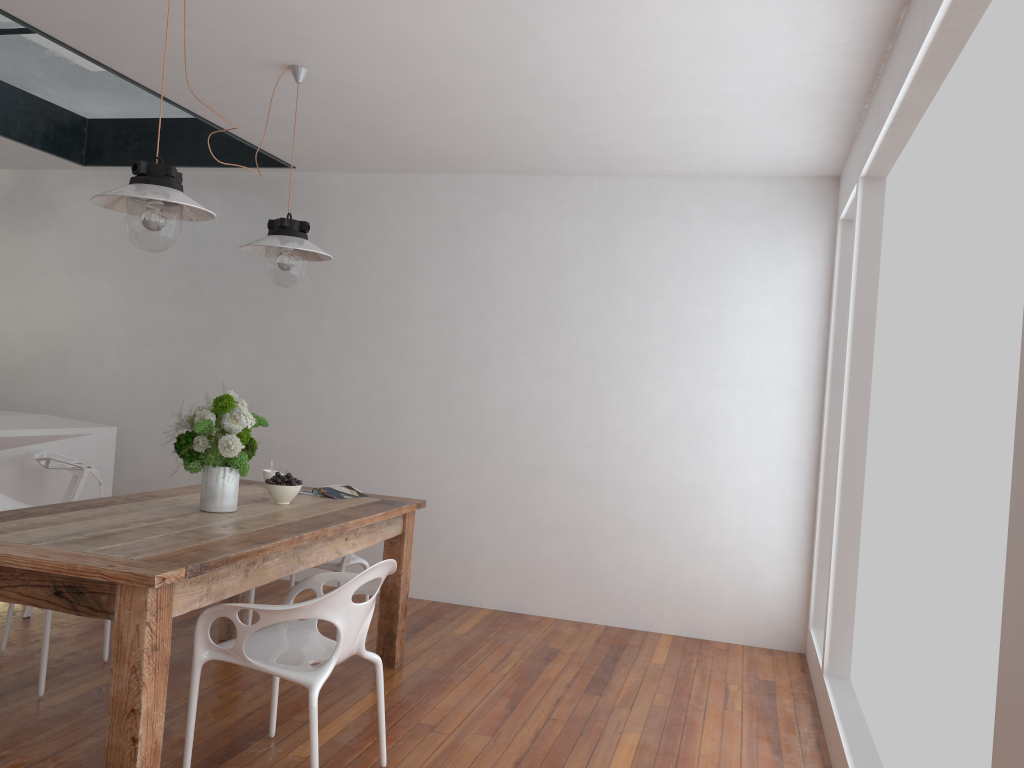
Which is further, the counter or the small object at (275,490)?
the counter

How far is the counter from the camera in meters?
4.5 m

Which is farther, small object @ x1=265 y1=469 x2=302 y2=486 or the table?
small object @ x1=265 y1=469 x2=302 y2=486

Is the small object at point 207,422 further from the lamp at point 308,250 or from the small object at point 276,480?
the lamp at point 308,250

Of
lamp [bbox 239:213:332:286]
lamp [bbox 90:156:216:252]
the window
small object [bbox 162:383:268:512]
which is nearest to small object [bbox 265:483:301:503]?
small object [bbox 162:383:268:512]

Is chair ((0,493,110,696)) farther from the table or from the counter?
the counter

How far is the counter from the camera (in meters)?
4.51

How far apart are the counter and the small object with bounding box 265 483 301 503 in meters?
1.8 m

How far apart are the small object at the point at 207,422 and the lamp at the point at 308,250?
0.5 meters

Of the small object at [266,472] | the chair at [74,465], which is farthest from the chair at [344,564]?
the chair at [74,465]
